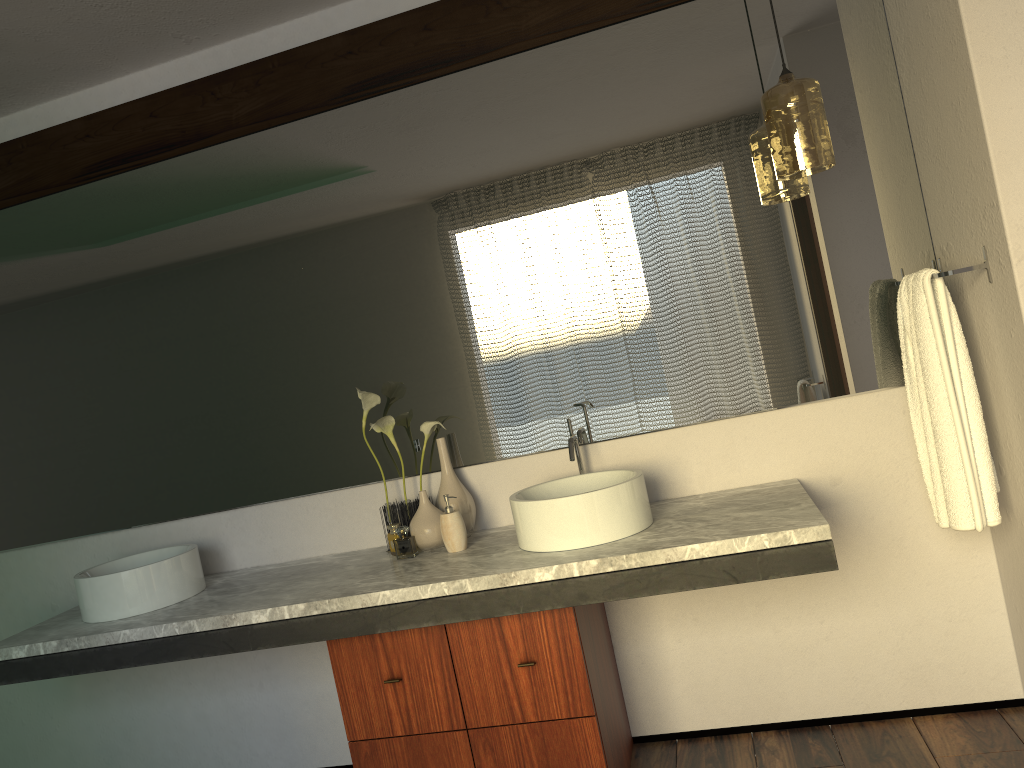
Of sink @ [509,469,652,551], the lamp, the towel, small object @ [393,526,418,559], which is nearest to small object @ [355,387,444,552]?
small object @ [393,526,418,559]

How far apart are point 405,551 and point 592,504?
5.9 meters

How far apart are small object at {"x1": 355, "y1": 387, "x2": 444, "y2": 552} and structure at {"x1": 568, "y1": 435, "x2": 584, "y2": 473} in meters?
0.4 m

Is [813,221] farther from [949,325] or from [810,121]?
[949,325]

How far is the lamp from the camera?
2.13m

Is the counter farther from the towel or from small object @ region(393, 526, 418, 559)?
the towel

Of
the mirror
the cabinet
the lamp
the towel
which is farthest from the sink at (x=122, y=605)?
the towel

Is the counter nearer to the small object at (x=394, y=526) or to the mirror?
the small object at (x=394, y=526)

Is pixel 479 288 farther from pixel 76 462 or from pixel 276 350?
pixel 76 462

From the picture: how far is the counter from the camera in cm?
198
